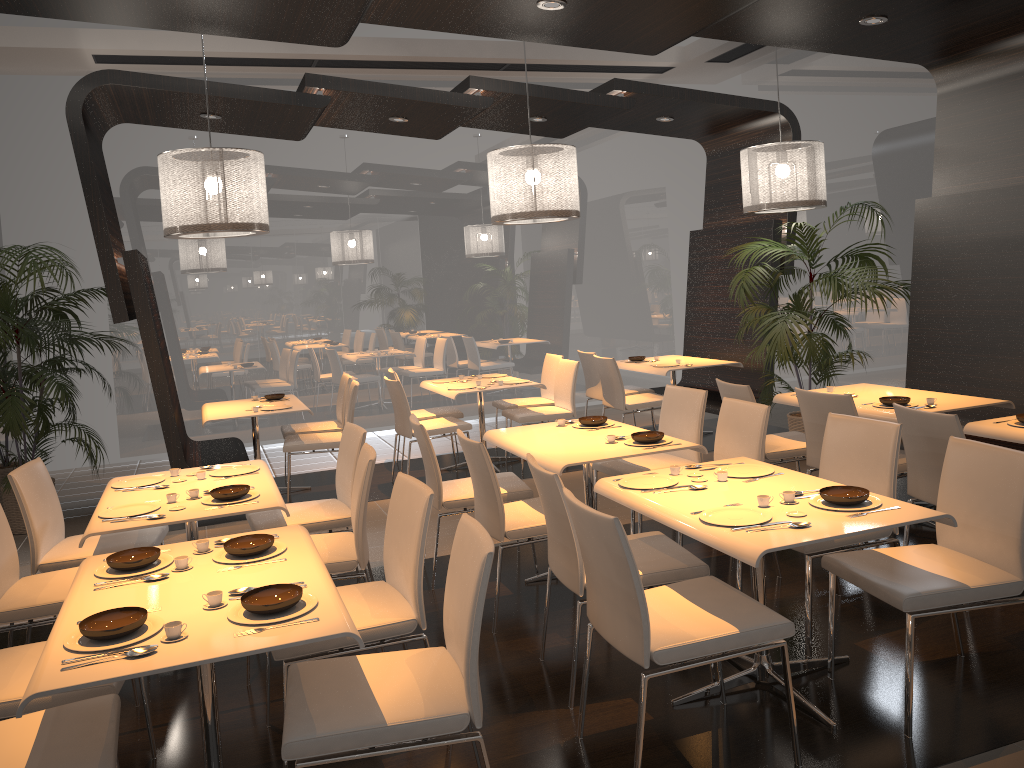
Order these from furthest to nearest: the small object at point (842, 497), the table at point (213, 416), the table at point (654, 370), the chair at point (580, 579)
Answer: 1. the table at point (654, 370)
2. the table at point (213, 416)
3. the chair at point (580, 579)
4. the small object at point (842, 497)

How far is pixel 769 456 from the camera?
5.3m

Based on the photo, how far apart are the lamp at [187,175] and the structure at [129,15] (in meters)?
0.74

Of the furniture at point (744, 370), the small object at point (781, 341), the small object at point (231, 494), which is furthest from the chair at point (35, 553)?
the furniture at point (744, 370)

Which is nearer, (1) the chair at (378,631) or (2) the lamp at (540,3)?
(1) the chair at (378,631)

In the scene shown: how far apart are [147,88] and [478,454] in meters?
3.8

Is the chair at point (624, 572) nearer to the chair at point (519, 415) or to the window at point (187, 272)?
the chair at point (519, 415)

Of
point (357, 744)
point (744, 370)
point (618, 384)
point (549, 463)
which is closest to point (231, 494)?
point (549, 463)

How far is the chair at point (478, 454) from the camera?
4.05m

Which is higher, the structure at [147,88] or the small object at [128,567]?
the structure at [147,88]
